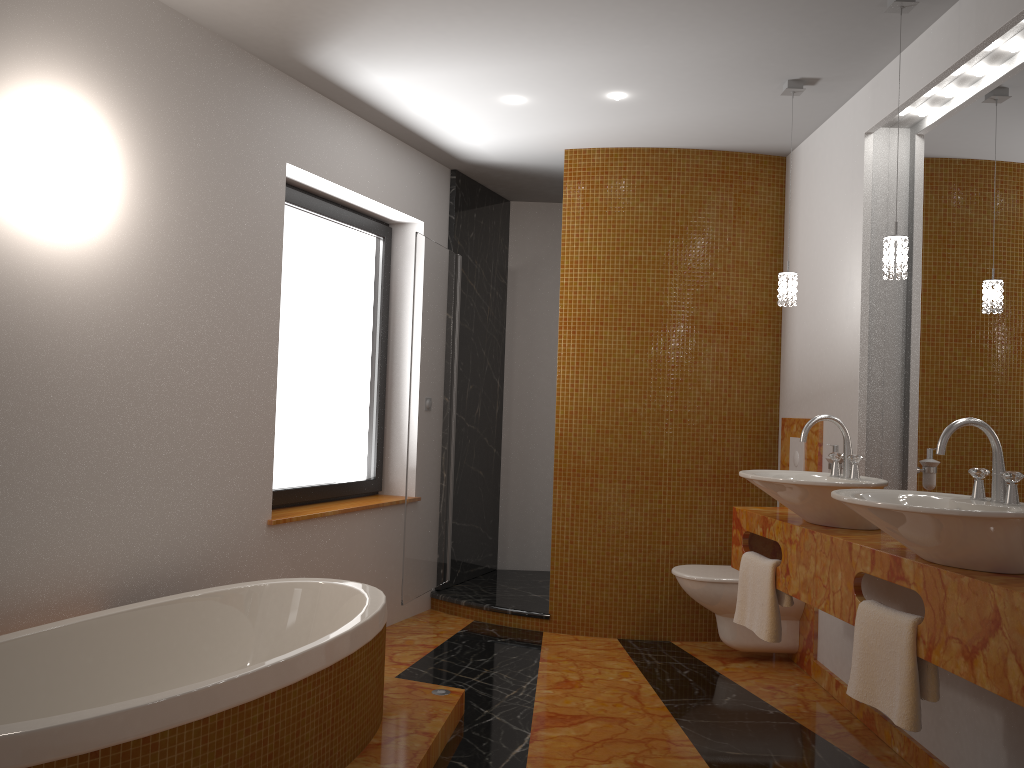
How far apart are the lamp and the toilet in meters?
1.3

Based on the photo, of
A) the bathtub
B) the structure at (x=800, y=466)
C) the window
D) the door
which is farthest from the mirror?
the window

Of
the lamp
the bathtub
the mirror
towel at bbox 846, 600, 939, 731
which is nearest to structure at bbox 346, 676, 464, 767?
the bathtub

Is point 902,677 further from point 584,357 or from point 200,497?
point 584,357

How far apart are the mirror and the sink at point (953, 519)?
0.41m

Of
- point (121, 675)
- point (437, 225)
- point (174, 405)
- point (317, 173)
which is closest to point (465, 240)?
point (437, 225)

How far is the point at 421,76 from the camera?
3.7m

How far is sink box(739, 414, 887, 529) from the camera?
2.75m

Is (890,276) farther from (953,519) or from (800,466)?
(800,466)

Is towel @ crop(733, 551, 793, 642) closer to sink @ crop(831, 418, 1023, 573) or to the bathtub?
sink @ crop(831, 418, 1023, 573)
